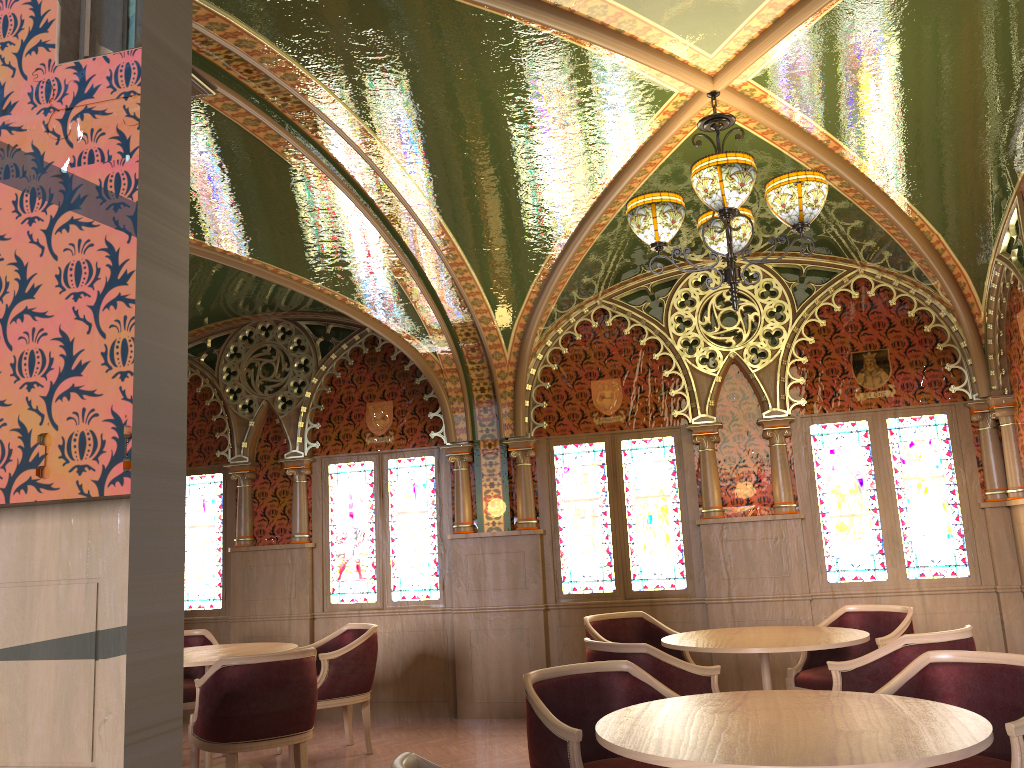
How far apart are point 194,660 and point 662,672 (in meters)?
2.93

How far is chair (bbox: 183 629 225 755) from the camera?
6.2 meters

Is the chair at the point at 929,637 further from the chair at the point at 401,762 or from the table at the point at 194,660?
the table at the point at 194,660

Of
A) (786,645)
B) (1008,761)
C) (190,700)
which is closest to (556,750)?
(1008,761)

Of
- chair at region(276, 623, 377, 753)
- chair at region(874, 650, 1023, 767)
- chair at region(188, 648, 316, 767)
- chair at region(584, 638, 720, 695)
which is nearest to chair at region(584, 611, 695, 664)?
chair at region(584, 638, 720, 695)

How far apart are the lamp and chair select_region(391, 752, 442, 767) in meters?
2.6 m

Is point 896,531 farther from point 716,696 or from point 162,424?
point 162,424

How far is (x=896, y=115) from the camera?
4.8m

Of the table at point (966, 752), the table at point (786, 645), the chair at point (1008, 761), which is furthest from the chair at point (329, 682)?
the chair at point (1008, 761)

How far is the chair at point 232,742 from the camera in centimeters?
469cm
